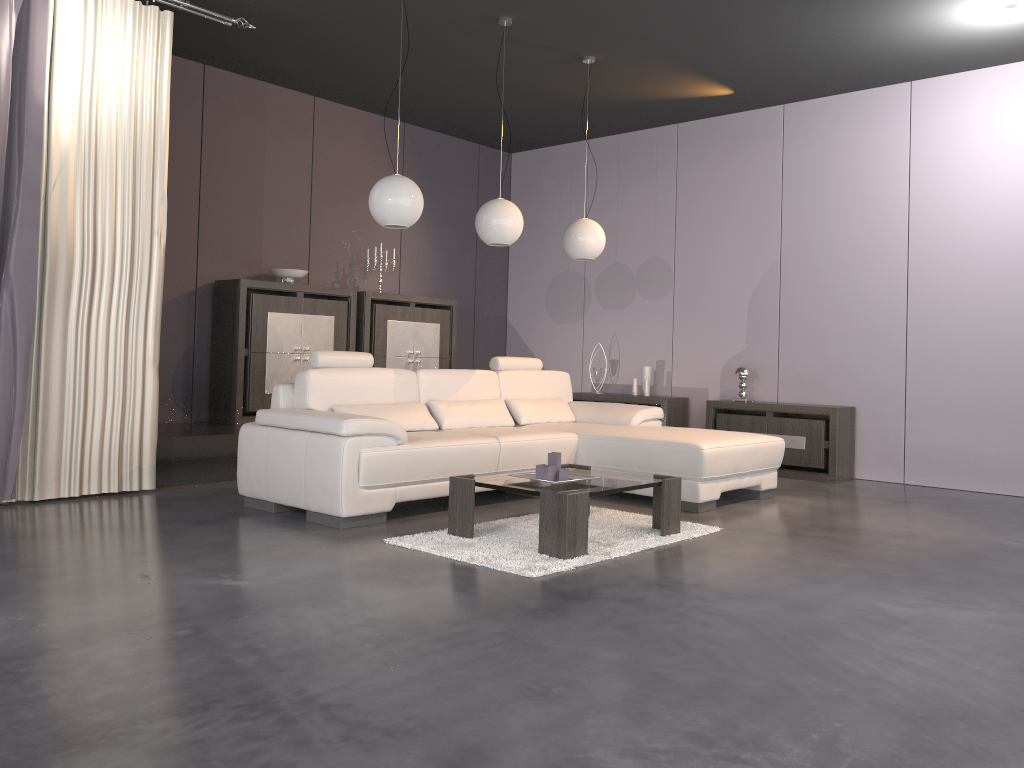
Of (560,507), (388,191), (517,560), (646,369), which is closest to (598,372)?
(646,369)

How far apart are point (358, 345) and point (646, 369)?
2.52m

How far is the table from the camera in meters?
3.7

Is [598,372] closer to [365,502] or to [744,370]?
[744,370]

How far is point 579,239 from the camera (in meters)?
6.09

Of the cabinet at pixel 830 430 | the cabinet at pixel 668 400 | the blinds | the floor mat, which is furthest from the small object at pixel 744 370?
the blinds

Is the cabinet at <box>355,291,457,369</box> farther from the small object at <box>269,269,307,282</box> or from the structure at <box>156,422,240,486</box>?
the structure at <box>156,422,240,486</box>

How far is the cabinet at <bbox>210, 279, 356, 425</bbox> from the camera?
6.49m

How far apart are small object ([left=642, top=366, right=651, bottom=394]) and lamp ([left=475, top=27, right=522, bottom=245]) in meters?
2.7 m

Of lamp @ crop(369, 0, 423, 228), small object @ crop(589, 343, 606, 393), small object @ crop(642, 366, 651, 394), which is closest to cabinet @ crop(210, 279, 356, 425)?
Result: lamp @ crop(369, 0, 423, 228)
